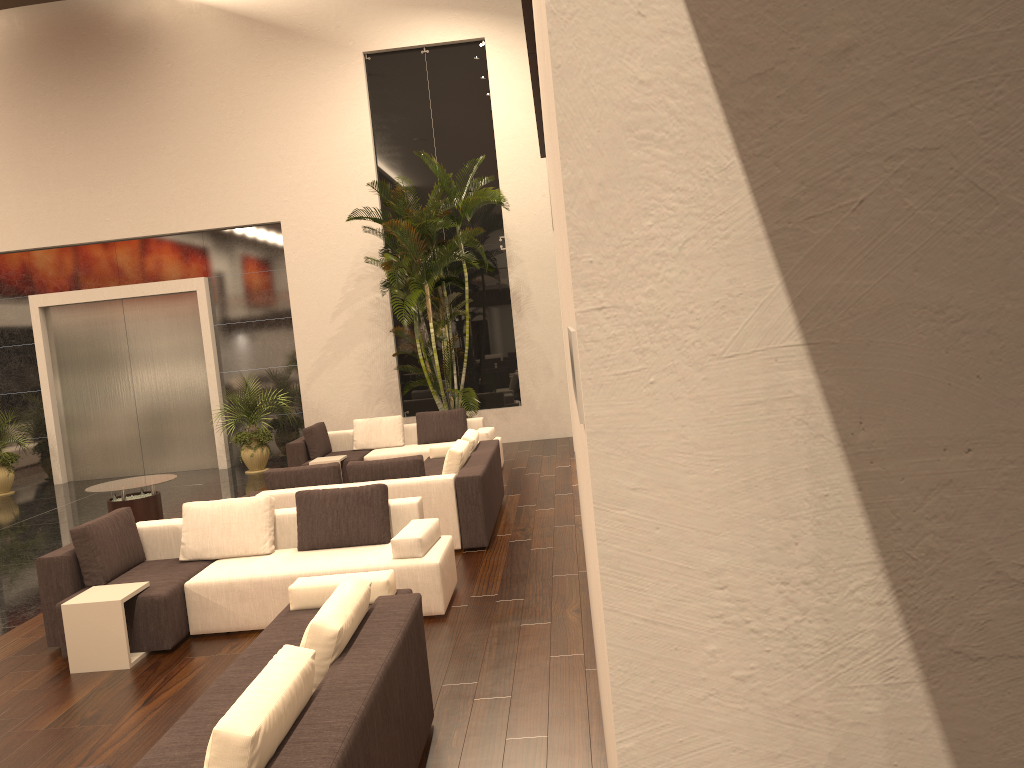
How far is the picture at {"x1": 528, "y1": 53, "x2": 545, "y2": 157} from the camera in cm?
708

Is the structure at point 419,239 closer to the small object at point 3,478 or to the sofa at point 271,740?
the small object at point 3,478

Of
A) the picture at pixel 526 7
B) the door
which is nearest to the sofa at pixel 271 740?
the picture at pixel 526 7

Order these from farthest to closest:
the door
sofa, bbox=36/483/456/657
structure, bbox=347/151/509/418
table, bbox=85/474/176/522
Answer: the door, structure, bbox=347/151/509/418, table, bbox=85/474/176/522, sofa, bbox=36/483/456/657

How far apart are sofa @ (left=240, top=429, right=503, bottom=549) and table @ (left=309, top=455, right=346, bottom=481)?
1.44m

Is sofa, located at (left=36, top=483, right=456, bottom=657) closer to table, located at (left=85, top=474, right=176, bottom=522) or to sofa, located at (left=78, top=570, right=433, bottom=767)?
sofa, located at (left=78, top=570, right=433, bottom=767)

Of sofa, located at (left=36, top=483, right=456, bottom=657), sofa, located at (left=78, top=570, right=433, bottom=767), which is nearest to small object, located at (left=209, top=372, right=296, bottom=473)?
sofa, located at (left=36, top=483, right=456, bottom=657)

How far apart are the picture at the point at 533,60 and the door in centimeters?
760cm

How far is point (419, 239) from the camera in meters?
12.5

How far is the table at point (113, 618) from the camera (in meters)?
5.71
